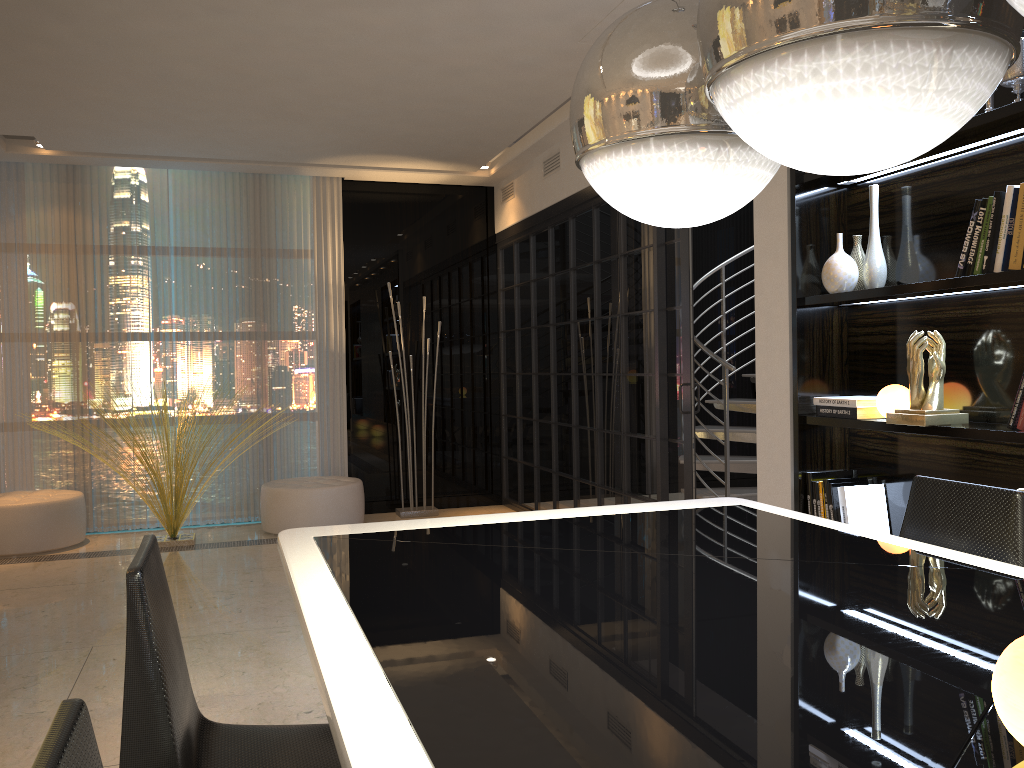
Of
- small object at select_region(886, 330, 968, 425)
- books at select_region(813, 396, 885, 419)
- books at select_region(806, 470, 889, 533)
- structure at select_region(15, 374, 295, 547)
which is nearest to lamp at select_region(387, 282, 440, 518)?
structure at select_region(15, 374, 295, 547)

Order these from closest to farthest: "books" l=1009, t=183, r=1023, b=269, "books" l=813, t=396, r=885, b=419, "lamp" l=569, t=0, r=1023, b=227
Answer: "lamp" l=569, t=0, r=1023, b=227 < "books" l=1009, t=183, r=1023, b=269 < "books" l=813, t=396, r=885, b=419

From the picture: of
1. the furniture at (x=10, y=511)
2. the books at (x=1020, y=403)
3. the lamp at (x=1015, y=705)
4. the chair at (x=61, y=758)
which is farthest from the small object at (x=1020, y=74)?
the furniture at (x=10, y=511)

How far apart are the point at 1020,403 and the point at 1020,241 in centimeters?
47cm

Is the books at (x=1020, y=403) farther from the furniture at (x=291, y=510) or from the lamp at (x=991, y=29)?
the furniture at (x=291, y=510)

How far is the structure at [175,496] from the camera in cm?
579

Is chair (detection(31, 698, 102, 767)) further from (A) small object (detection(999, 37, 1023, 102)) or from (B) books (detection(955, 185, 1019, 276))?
(A) small object (detection(999, 37, 1023, 102))

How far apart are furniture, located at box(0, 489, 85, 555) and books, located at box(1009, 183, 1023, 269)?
5.53m

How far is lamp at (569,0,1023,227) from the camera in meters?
1.0

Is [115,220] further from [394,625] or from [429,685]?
[429,685]
